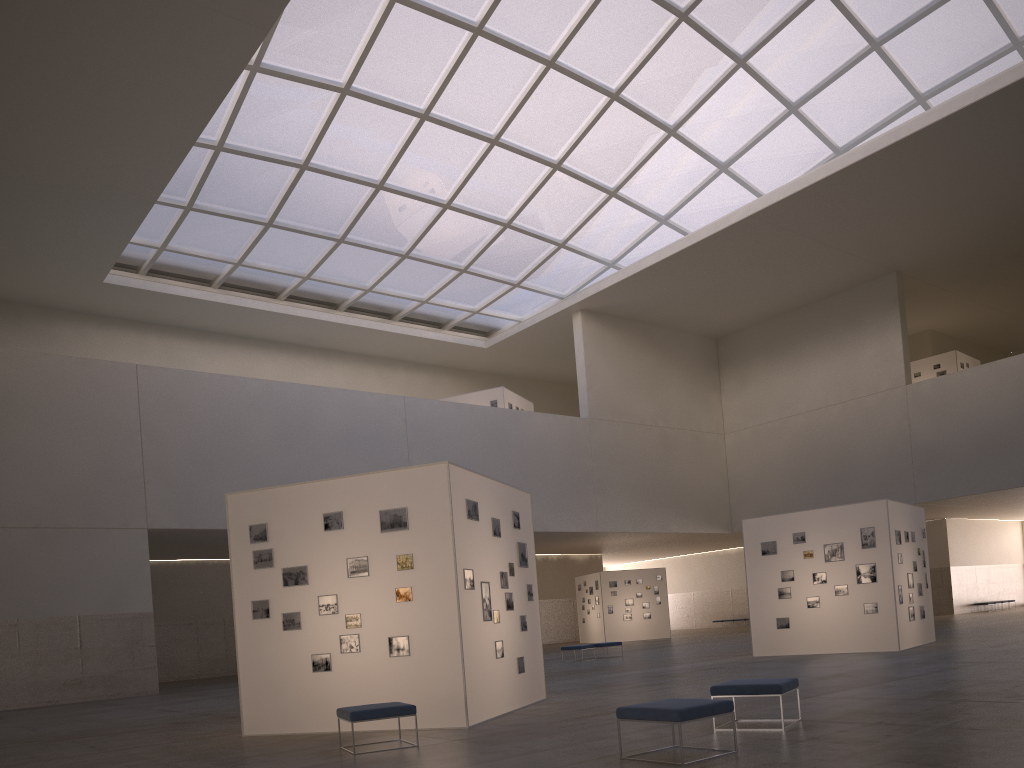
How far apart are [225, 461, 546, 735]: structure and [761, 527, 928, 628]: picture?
12.0 meters

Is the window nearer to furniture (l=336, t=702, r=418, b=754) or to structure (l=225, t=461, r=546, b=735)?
structure (l=225, t=461, r=546, b=735)

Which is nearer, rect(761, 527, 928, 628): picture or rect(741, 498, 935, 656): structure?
rect(741, 498, 935, 656): structure

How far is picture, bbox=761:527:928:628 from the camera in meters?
25.6

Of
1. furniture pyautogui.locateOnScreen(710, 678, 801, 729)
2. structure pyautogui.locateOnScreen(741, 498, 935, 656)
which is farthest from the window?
furniture pyautogui.locateOnScreen(710, 678, 801, 729)

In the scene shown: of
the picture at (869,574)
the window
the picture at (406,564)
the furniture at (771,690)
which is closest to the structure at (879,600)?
the picture at (869,574)

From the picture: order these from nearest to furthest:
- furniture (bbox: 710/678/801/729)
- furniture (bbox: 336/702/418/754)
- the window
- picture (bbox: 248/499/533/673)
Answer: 1. furniture (bbox: 710/678/801/729)
2. furniture (bbox: 336/702/418/754)
3. picture (bbox: 248/499/533/673)
4. the window

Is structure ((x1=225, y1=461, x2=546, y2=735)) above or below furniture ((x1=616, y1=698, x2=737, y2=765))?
above

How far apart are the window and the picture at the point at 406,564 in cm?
2524

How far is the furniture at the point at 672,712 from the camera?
9.17m
